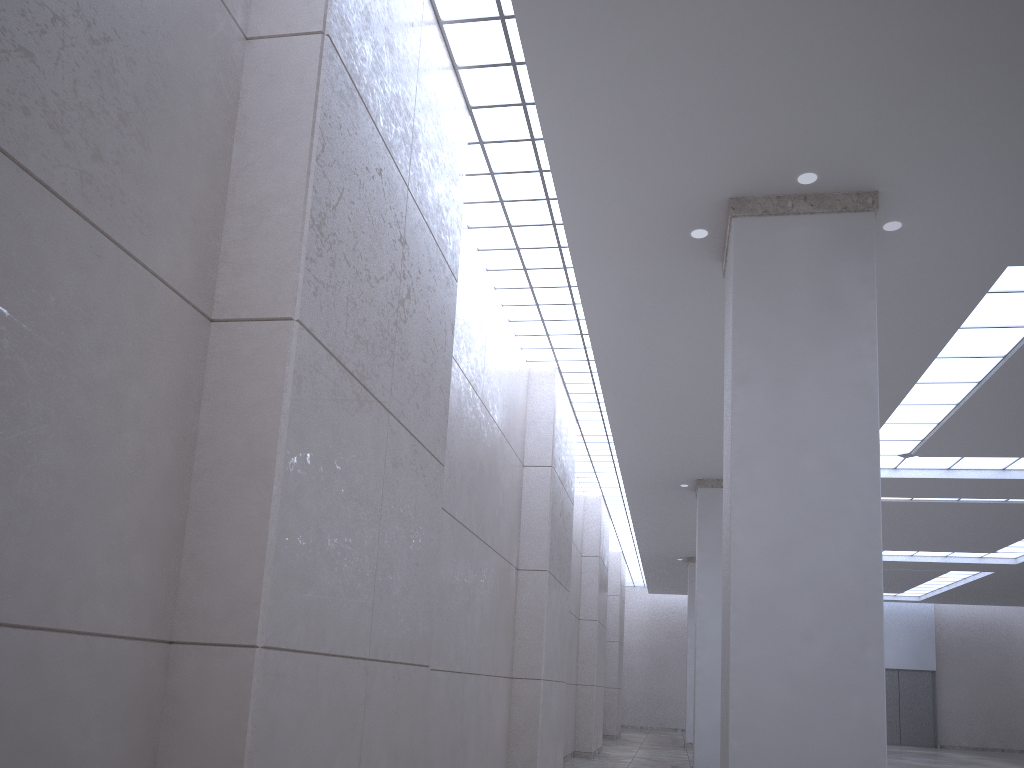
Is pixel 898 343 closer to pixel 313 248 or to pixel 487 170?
pixel 487 170
